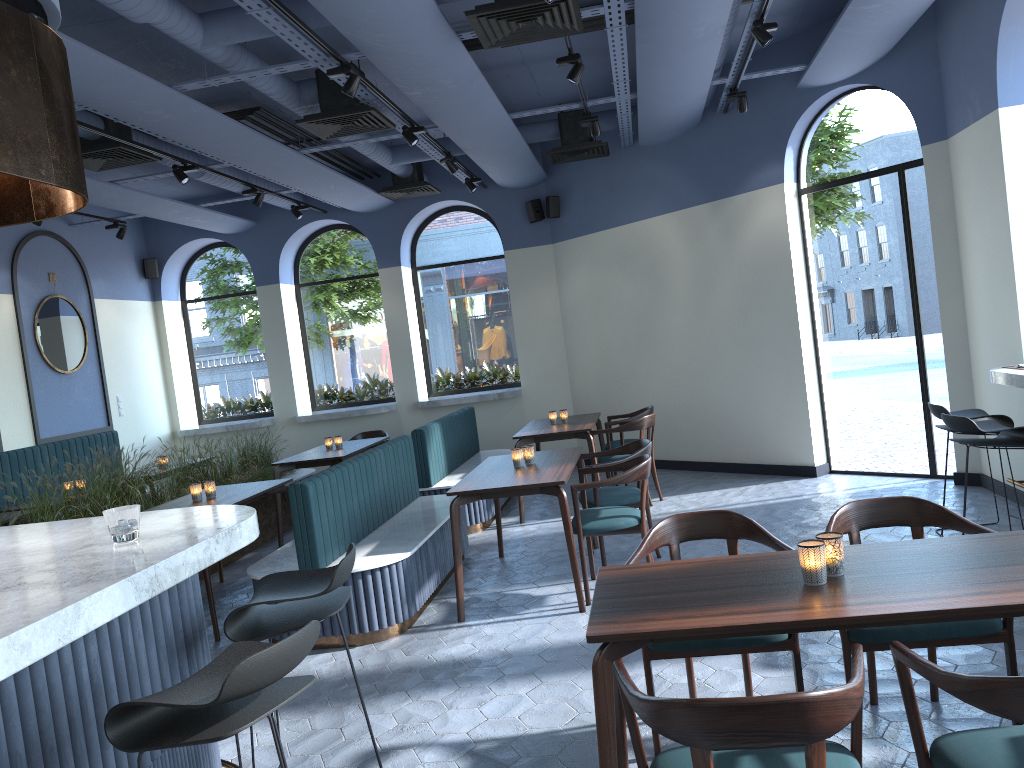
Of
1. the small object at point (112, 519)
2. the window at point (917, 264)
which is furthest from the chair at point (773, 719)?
the window at point (917, 264)

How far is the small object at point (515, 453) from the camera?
5.8m

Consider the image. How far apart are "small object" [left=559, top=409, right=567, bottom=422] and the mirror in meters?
5.4

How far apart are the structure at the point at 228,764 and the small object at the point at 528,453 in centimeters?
290cm

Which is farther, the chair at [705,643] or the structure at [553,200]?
the structure at [553,200]

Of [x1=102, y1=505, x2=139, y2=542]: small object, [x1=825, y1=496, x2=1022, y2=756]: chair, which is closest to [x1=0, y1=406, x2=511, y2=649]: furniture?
[x1=102, y1=505, x2=139, y2=542]: small object

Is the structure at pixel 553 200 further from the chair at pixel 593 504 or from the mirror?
the chair at pixel 593 504

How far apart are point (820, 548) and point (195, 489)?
4.7 meters

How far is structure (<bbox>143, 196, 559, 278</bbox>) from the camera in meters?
10.3 m

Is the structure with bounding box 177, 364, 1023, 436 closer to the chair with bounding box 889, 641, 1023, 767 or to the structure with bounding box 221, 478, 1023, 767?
the chair with bounding box 889, 641, 1023, 767
